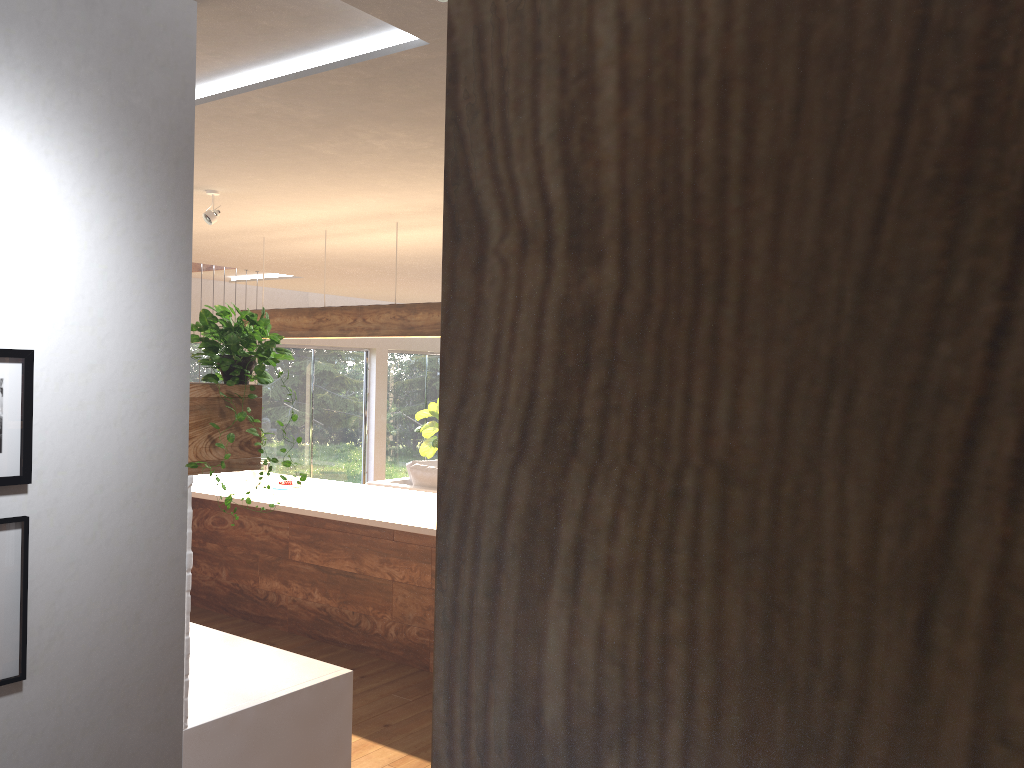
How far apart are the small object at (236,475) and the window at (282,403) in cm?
447

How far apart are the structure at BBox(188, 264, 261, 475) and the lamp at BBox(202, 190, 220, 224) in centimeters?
238cm

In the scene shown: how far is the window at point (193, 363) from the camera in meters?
10.0

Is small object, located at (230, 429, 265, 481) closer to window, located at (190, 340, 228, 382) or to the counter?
the counter

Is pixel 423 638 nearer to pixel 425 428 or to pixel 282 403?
pixel 282 403

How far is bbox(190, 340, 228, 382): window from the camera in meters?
10.0

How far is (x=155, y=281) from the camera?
2.36m

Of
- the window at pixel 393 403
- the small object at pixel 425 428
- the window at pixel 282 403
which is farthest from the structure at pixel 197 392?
the window at pixel 393 403

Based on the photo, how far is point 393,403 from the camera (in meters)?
12.63

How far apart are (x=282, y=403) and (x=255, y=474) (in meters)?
5.01
